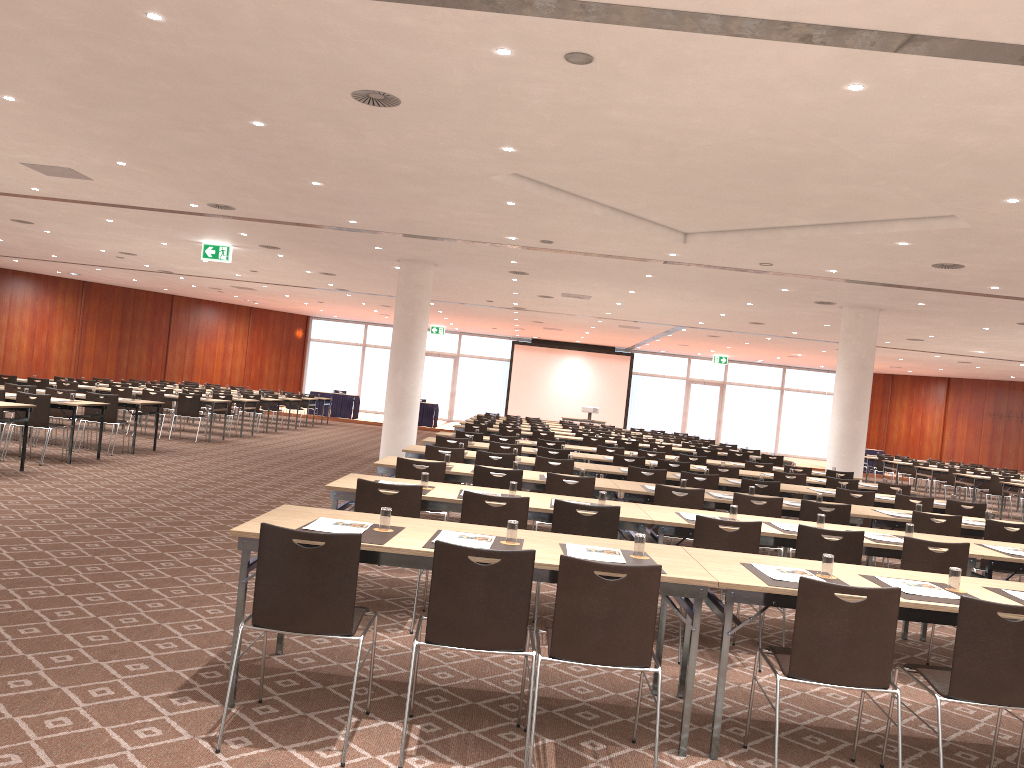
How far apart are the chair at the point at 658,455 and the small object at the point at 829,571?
9.3m

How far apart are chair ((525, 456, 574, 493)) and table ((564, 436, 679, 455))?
7.8 meters

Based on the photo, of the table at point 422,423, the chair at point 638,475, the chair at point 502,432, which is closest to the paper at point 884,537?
the chair at point 638,475

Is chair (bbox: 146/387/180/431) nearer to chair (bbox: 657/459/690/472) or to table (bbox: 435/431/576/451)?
table (bbox: 435/431/576/451)

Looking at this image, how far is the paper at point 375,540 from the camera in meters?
4.2 m

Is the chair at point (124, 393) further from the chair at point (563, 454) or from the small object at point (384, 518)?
the small object at point (384, 518)

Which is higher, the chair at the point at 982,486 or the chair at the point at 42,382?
the chair at the point at 42,382

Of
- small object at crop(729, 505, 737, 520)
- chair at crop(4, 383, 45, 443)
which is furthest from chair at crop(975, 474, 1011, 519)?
chair at crop(4, 383, 45, 443)

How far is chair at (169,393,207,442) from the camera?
17.33m

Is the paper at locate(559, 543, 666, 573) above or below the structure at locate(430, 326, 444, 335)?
below
